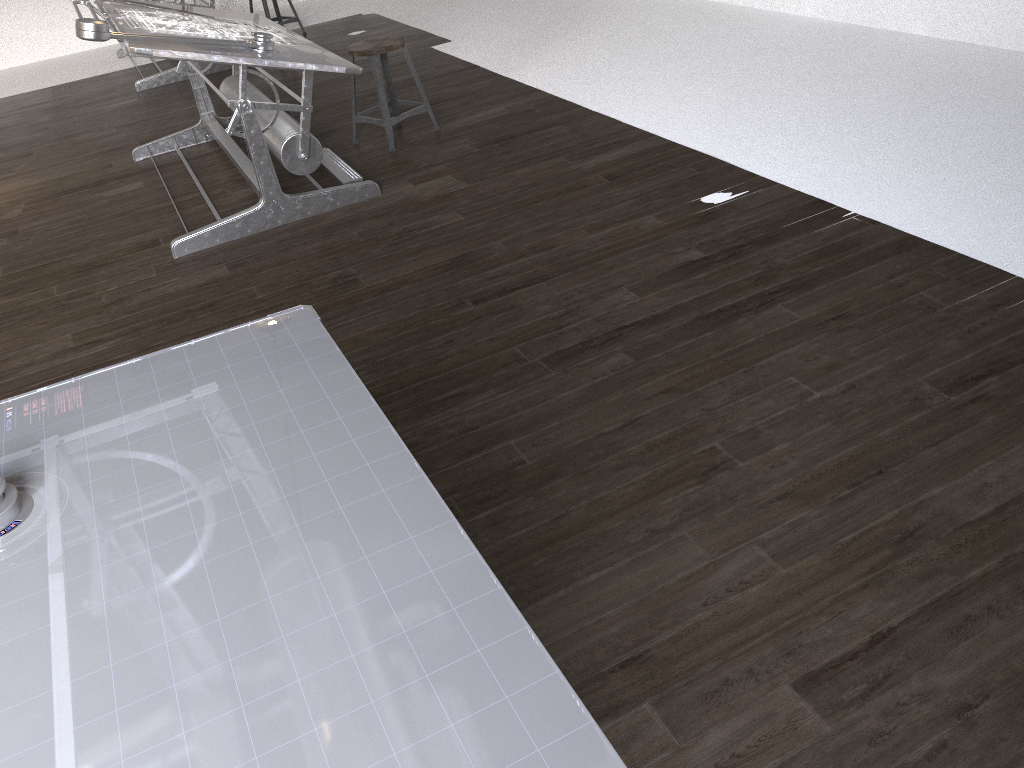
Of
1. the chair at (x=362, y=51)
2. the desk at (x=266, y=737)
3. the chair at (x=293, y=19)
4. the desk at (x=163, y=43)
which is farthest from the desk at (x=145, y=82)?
the desk at (x=266, y=737)

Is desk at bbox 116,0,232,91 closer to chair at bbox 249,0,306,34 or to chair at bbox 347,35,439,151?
chair at bbox 249,0,306,34

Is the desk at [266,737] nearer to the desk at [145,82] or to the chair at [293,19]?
the desk at [145,82]

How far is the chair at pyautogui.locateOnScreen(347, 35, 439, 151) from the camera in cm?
452

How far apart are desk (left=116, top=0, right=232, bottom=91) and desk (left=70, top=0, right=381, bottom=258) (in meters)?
1.97

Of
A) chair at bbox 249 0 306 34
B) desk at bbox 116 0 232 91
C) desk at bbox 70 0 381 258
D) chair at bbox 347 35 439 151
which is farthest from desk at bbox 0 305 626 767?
chair at bbox 249 0 306 34

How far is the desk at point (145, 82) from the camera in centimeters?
686cm

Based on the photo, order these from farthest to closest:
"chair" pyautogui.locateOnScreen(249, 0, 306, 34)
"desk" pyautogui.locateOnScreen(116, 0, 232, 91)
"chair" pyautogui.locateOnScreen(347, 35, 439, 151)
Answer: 1. "chair" pyautogui.locateOnScreen(249, 0, 306, 34)
2. "desk" pyautogui.locateOnScreen(116, 0, 232, 91)
3. "chair" pyautogui.locateOnScreen(347, 35, 439, 151)

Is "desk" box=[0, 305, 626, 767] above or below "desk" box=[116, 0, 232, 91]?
above

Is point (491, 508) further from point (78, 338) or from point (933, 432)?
point (78, 338)
